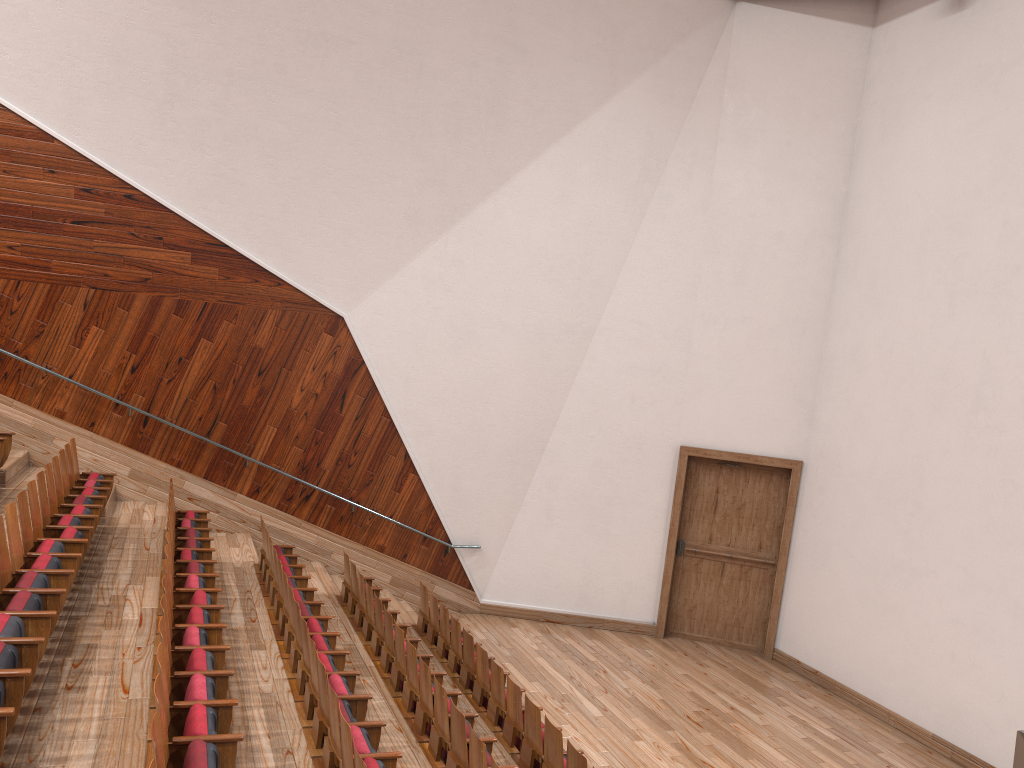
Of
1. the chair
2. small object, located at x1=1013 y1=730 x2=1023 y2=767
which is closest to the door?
the chair

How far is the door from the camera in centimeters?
102cm

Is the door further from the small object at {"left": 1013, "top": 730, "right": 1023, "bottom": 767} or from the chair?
the small object at {"left": 1013, "top": 730, "right": 1023, "bottom": 767}

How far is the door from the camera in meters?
1.0 m

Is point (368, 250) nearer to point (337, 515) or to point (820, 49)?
point (337, 515)

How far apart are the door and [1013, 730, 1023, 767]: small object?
0.5 meters

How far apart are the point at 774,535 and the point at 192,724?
0.8 meters

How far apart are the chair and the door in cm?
30

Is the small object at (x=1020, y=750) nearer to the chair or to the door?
the chair

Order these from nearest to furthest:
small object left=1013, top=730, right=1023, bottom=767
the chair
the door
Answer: the chair, small object left=1013, top=730, right=1023, bottom=767, the door
